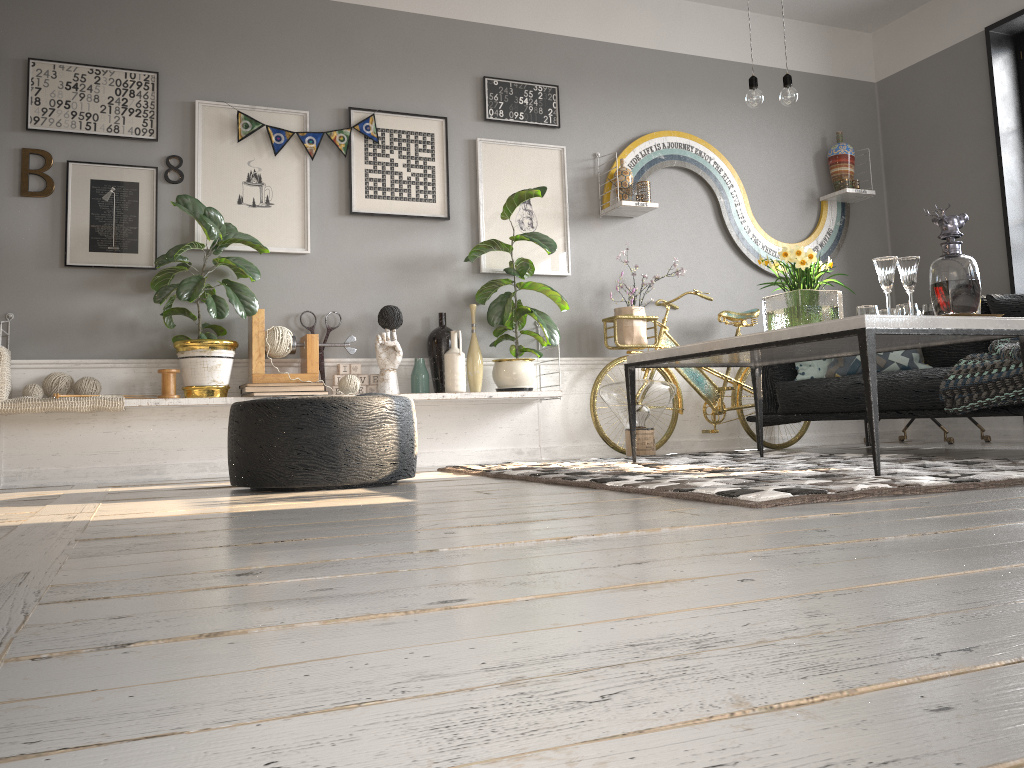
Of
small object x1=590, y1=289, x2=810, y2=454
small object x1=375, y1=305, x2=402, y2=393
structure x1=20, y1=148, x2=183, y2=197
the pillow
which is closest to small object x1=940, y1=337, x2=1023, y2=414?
the pillow

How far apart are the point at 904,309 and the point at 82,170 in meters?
3.8

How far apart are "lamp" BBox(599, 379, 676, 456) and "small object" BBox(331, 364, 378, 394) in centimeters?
125cm

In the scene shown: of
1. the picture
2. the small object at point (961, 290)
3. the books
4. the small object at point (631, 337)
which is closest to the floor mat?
the small object at point (961, 290)

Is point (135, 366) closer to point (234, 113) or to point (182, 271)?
point (182, 271)

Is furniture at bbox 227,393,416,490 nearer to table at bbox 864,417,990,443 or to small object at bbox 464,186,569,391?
small object at bbox 464,186,569,391

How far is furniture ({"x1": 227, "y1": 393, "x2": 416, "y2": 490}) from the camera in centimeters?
318cm

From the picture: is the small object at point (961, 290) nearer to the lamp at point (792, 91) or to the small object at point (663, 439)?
the lamp at point (792, 91)

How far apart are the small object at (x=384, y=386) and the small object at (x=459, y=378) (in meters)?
0.11

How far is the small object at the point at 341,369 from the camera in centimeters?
467cm
